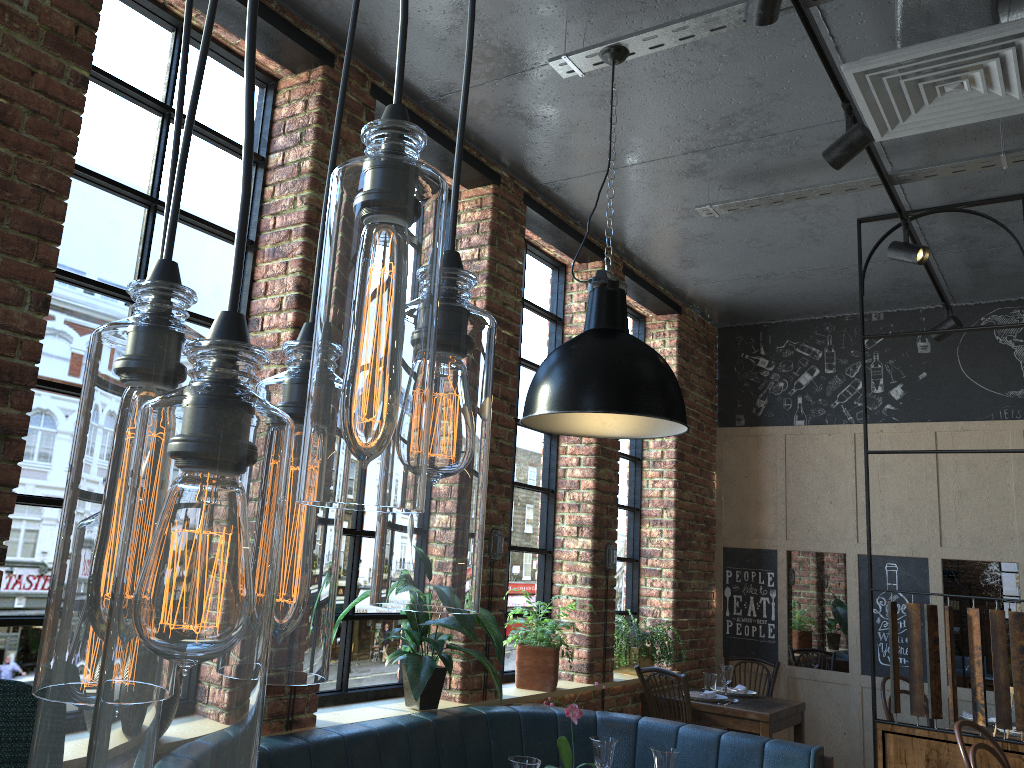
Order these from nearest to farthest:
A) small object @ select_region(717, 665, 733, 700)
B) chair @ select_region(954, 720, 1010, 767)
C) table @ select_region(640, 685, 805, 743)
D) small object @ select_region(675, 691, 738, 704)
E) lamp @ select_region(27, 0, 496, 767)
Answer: lamp @ select_region(27, 0, 496, 767)
chair @ select_region(954, 720, 1010, 767)
table @ select_region(640, 685, 805, 743)
small object @ select_region(675, 691, 738, 704)
small object @ select_region(717, 665, 733, 700)

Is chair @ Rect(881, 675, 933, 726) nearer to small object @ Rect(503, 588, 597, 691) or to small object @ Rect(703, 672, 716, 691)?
small object @ Rect(703, 672, 716, 691)

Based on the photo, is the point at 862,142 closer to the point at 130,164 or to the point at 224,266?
the point at 224,266

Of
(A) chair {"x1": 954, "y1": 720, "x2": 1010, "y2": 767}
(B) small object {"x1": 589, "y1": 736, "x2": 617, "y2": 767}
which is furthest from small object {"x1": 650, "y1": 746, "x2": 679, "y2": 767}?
(A) chair {"x1": 954, "y1": 720, "x2": 1010, "y2": 767}

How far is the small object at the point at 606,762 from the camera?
3.1 meters

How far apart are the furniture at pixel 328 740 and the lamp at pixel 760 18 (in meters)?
2.25

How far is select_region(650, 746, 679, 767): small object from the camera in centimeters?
296cm

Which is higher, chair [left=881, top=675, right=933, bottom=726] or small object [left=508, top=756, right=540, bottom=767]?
small object [left=508, top=756, right=540, bottom=767]

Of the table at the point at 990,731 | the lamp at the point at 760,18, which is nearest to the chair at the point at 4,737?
the lamp at the point at 760,18

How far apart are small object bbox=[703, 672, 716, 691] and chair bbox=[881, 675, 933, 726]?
1.1 meters
